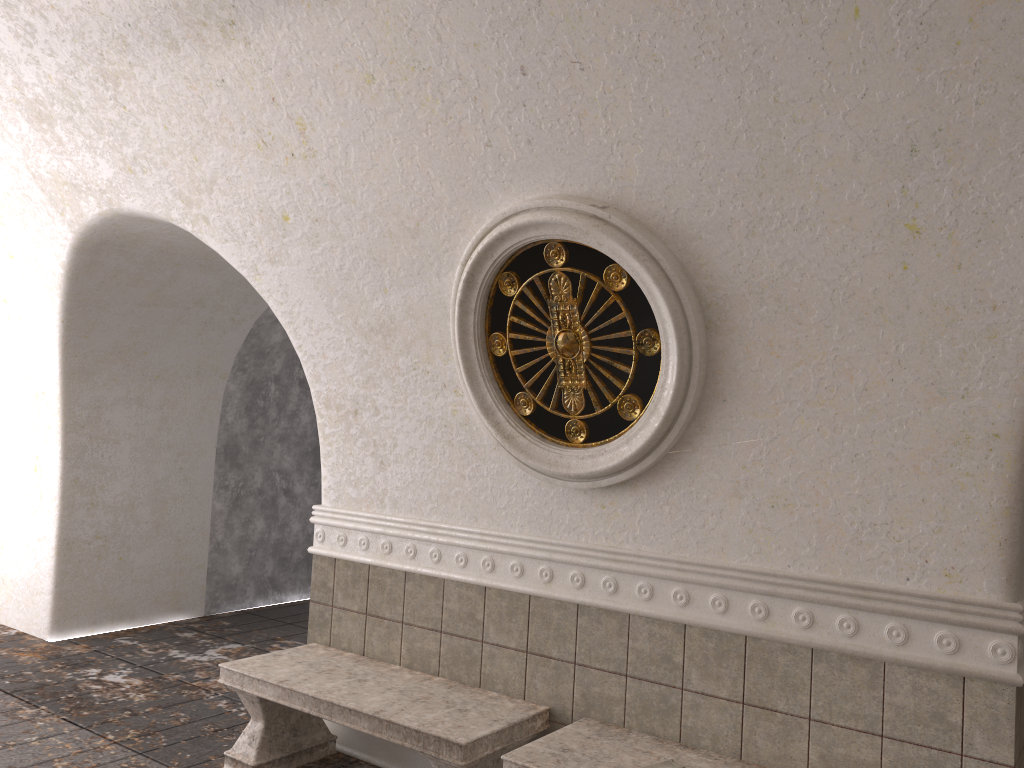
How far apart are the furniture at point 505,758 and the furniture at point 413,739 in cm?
19

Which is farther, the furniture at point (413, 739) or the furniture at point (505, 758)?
the furniture at point (413, 739)

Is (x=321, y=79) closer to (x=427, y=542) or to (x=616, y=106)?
(x=616, y=106)

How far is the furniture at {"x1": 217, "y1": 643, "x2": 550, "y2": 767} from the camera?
3.5 meters

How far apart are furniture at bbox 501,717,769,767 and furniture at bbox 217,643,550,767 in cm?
19

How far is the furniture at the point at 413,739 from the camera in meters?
3.5

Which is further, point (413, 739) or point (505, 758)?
point (413, 739)

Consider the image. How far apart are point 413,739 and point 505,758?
0.5 meters

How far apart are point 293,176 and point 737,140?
2.2m

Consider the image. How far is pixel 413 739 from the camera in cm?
352
